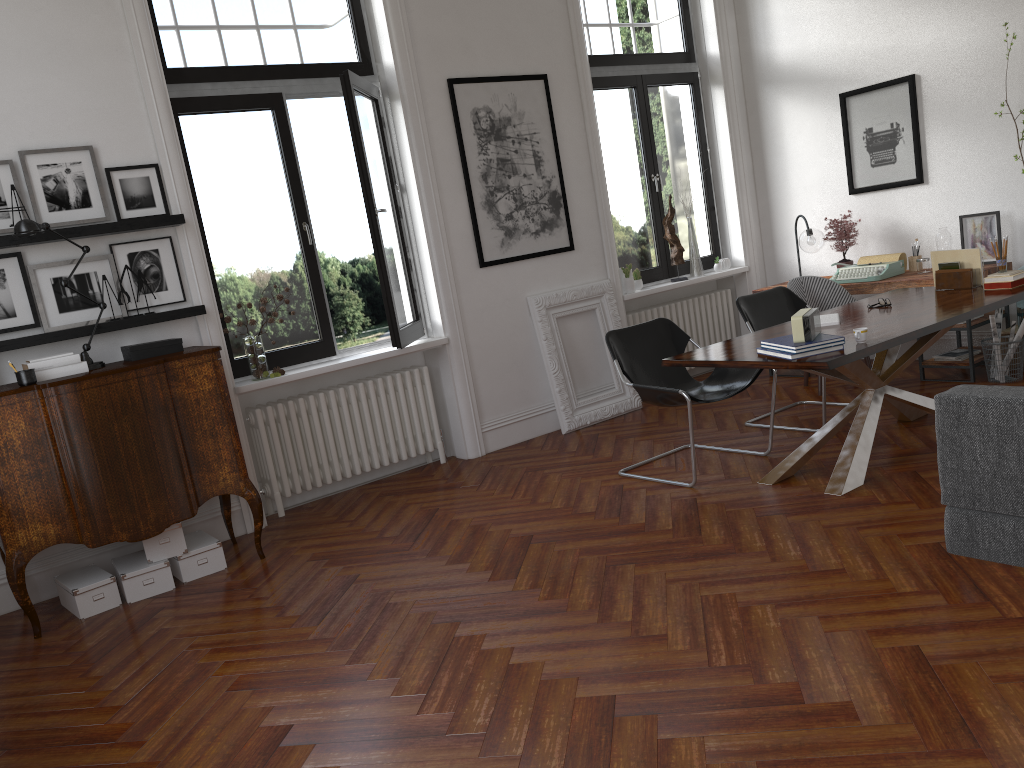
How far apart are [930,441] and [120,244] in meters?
4.7 m

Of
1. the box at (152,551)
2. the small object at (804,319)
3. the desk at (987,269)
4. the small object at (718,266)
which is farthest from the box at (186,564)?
the small object at (718,266)

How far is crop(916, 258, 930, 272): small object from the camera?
6.6 meters

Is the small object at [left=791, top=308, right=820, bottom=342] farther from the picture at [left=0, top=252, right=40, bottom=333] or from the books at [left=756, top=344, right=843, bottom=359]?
the picture at [left=0, top=252, right=40, bottom=333]

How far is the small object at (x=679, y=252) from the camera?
7.6 meters

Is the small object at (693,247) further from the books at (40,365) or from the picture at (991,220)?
the books at (40,365)

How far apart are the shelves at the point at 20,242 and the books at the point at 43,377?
0.7 meters

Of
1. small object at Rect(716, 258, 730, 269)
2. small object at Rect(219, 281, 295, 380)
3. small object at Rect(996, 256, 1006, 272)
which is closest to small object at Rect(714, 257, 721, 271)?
small object at Rect(716, 258, 730, 269)

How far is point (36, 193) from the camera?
4.8 meters

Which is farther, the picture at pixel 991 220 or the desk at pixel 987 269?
the picture at pixel 991 220
